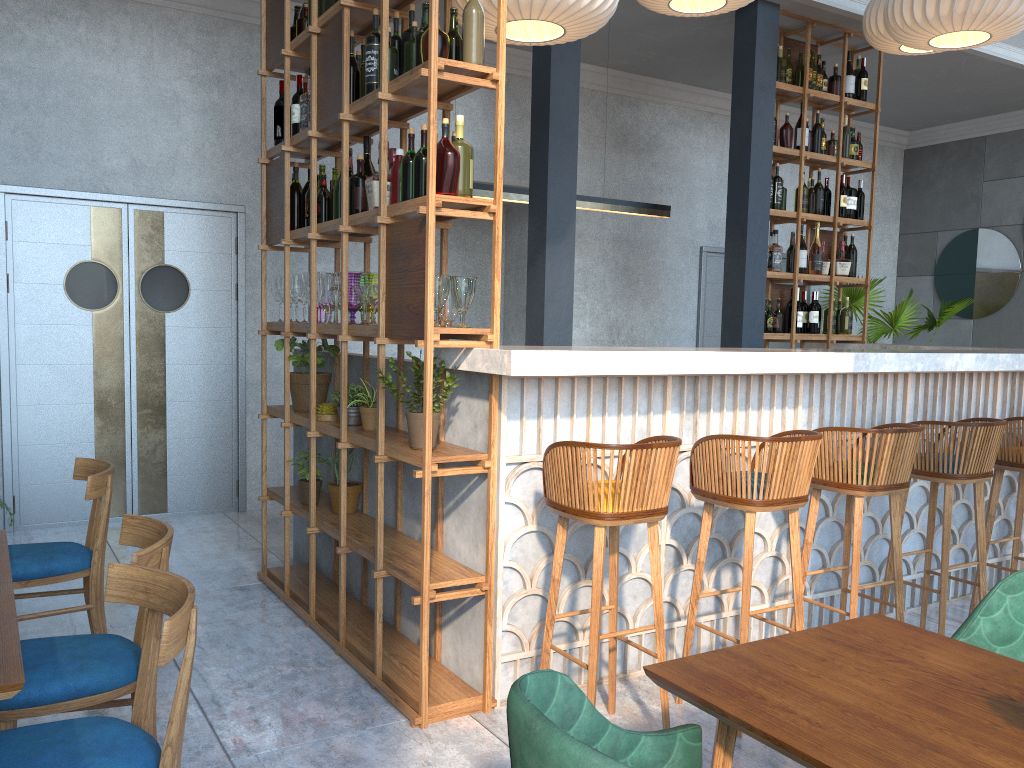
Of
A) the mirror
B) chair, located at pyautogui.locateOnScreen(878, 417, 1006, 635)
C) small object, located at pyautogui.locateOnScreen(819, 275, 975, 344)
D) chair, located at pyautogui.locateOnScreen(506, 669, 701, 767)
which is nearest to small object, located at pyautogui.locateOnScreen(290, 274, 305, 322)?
chair, located at pyautogui.locateOnScreen(878, 417, 1006, 635)

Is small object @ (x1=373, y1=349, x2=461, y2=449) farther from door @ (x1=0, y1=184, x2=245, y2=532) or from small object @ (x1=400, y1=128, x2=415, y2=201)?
door @ (x1=0, y1=184, x2=245, y2=532)

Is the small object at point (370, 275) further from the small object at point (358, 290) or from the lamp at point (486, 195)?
the lamp at point (486, 195)

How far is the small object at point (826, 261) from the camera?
6.59m

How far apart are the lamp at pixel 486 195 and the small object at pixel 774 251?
0.8 meters

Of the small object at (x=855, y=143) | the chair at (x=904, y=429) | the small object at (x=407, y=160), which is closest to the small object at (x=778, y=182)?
the small object at (x=855, y=143)

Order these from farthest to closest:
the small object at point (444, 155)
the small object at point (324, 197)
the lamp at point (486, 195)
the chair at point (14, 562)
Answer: the lamp at point (486, 195)
the small object at point (324, 197)
the chair at point (14, 562)
the small object at point (444, 155)

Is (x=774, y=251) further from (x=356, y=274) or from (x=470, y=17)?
(x=470, y=17)

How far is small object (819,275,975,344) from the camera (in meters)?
8.30

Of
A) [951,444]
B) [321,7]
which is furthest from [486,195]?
[951,444]
